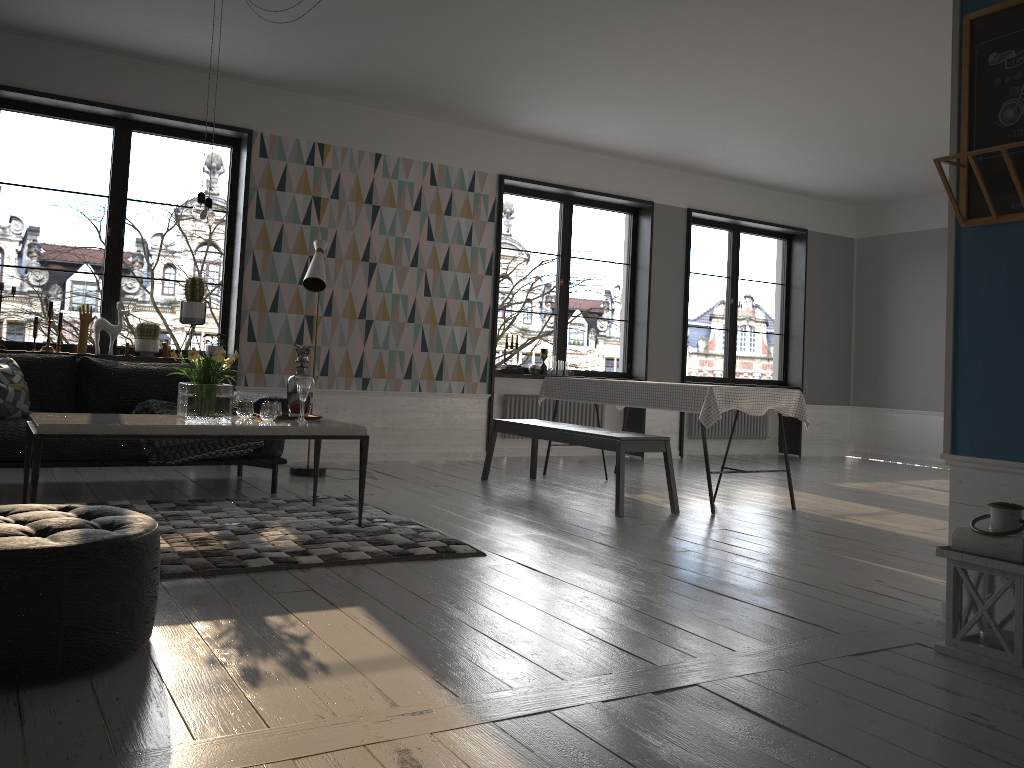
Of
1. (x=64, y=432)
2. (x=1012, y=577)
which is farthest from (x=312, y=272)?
(x=1012, y=577)

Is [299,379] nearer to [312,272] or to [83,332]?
[312,272]

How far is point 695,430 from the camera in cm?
966

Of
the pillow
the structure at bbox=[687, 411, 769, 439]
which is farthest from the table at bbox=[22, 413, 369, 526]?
the structure at bbox=[687, 411, 769, 439]

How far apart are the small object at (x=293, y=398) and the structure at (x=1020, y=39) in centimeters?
314cm

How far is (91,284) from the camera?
34.34m

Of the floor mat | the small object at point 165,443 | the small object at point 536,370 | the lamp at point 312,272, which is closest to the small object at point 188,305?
the lamp at point 312,272

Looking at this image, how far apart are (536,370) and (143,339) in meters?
3.5

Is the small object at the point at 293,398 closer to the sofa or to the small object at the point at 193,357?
the small object at the point at 193,357

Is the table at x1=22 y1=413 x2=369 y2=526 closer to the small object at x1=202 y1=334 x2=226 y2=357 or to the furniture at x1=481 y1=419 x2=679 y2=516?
the furniture at x1=481 y1=419 x2=679 y2=516
